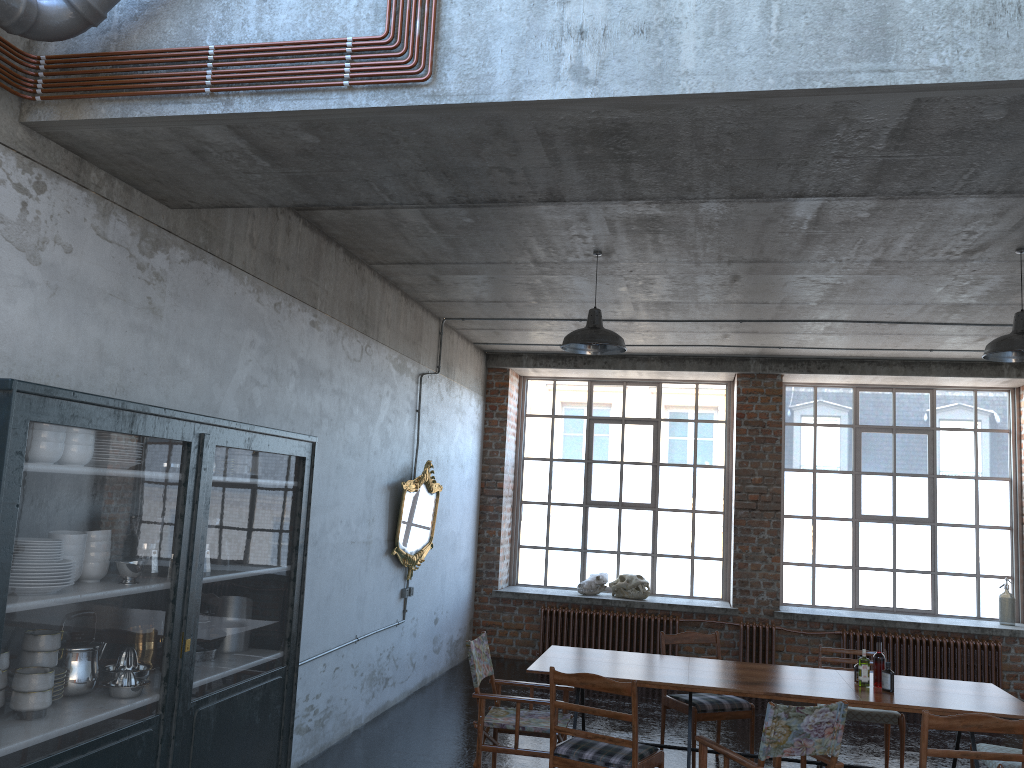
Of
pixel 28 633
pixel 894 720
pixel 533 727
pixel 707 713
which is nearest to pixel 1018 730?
pixel 894 720

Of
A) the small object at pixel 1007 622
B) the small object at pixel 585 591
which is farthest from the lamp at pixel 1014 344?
the small object at pixel 585 591

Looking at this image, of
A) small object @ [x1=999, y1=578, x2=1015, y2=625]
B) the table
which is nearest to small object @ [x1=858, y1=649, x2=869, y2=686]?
the table

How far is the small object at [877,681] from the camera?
5.8m

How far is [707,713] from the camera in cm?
673

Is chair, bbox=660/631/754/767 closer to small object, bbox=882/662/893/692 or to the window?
small object, bbox=882/662/893/692

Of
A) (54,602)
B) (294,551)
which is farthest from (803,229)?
(54,602)

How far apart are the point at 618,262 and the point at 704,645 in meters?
5.8 m

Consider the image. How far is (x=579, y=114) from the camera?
3.29m

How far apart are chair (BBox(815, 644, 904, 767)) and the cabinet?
4.22m
